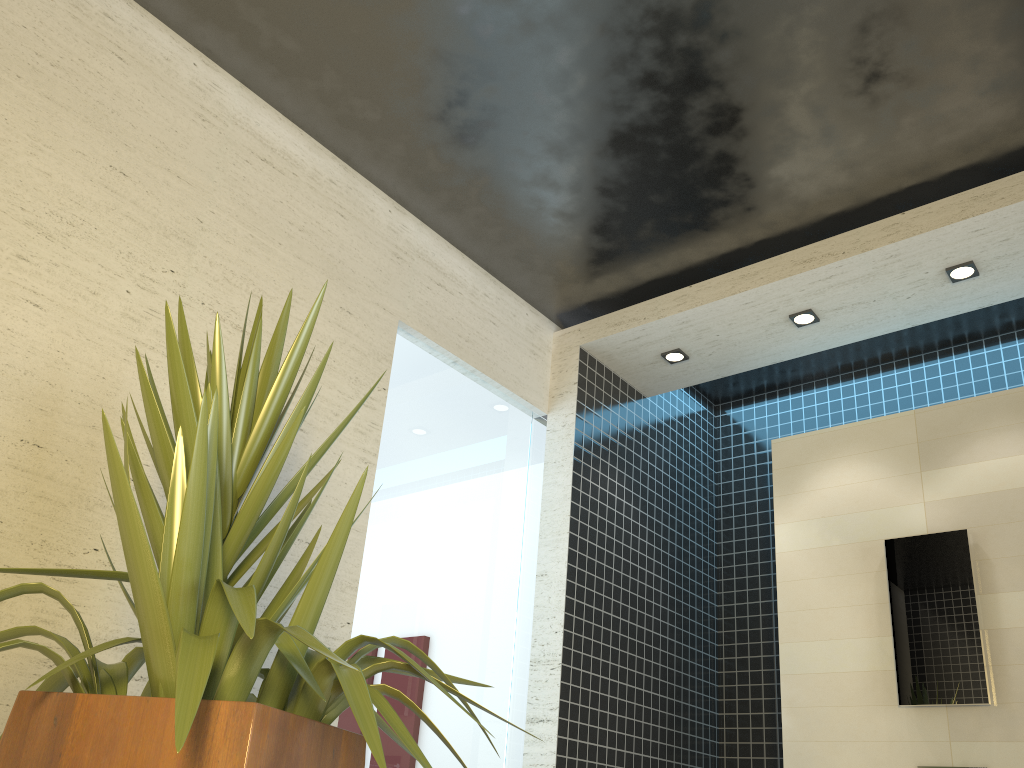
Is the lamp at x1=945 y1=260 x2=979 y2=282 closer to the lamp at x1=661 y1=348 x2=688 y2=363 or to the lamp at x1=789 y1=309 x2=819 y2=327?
the lamp at x1=789 y1=309 x2=819 y2=327

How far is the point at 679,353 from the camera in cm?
429

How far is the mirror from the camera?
3.2 meters

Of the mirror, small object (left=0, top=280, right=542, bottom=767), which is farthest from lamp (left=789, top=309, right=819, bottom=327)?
small object (left=0, top=280, right=542, bottom=767)

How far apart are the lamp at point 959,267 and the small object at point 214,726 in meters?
2.7

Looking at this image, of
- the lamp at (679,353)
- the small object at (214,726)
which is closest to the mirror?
the lamp at (679,353)

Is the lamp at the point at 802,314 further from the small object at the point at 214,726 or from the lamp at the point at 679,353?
the small object at the point at 214,726

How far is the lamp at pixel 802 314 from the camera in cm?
391

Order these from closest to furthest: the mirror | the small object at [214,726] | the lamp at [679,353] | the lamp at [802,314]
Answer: the small object at [214,726] < the mirror < the lamp at [802,314] < the lamp at [679,353]

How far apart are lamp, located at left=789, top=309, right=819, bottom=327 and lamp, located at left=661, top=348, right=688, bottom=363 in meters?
0.6
